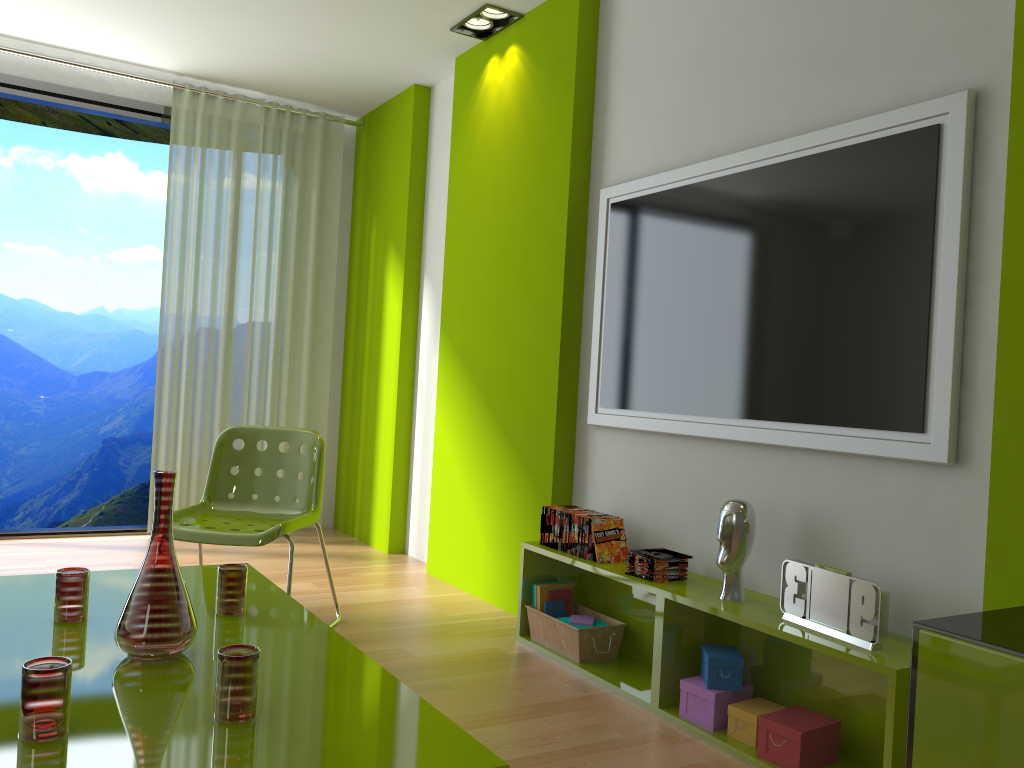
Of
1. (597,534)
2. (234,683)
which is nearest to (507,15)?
(597,534)

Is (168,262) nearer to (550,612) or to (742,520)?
(550,612)

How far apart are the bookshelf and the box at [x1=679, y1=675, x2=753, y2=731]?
0.0 meters

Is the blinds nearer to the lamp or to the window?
the window

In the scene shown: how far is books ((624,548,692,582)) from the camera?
2.8m

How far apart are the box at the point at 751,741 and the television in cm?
Answer: 75

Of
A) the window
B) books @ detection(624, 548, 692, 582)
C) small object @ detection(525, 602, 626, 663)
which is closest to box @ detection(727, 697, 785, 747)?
books @ detection(624, 548, 692, 582)

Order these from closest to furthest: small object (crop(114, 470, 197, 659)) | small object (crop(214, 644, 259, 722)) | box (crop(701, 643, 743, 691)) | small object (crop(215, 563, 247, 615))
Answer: small object (crop(214, 644, 259, 722)) < small object (crop(114, 470, 197, 659)) < small object (crop(215, 563, 247, 615)) < box (crop(701, 643, 743, 691))

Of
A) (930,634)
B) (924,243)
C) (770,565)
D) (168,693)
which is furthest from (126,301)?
(930,634)

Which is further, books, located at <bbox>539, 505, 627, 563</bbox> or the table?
books, located at <bbox>539, 505, 627, 563</bbox>
